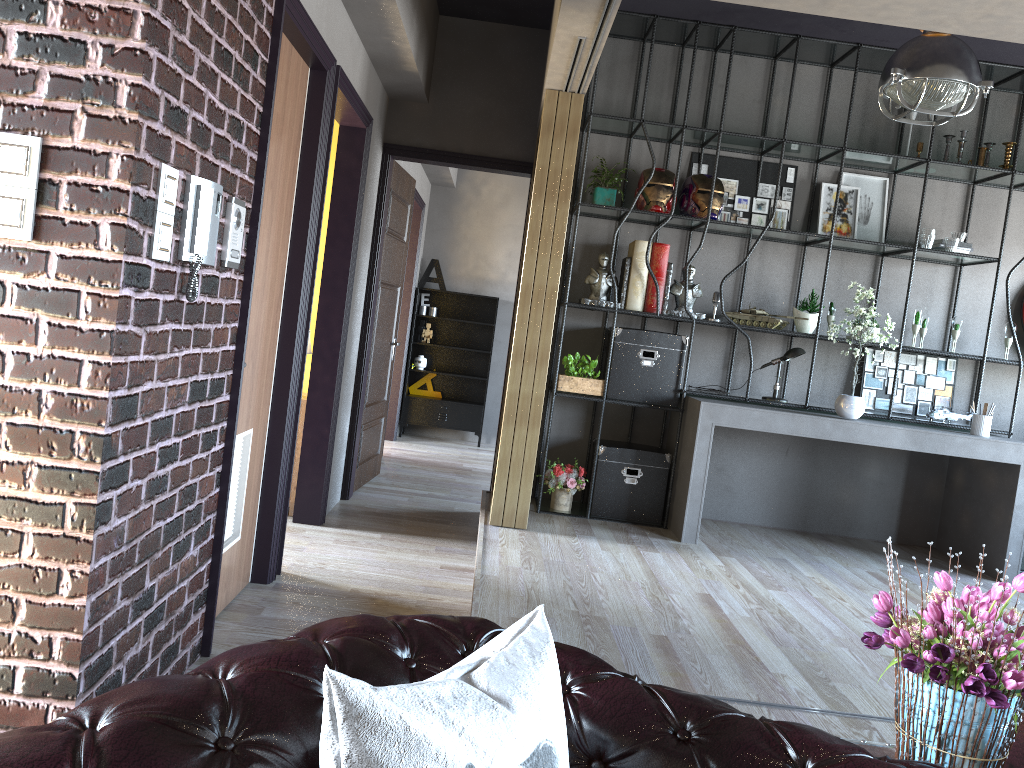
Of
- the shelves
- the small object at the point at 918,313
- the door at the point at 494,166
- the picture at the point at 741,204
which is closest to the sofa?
the small object at the point at 918,313

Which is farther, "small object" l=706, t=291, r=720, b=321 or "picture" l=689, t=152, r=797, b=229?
"picture" l=689, t=152, r=797, b=229

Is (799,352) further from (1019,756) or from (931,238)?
(1019,756)

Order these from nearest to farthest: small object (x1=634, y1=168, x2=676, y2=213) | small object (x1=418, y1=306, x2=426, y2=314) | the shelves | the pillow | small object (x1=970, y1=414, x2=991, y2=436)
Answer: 1. the pillow
2. small object (x1=970, y1=414, x2=991, y2=436)
3. small object (x1=634, y1=168, x2=676, y2=213)
4. the shelves
5. small object (x1=418, y1=306, x2=426, y2=314)

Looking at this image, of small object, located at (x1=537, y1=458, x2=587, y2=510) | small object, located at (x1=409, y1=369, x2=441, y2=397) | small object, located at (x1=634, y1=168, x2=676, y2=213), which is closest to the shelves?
small object, located at (x1=409, y1=369, x2=441, y2=397)

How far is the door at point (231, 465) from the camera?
3.3m

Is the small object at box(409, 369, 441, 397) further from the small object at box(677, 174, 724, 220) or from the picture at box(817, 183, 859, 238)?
the picture at box(817, 183, 859, 238)

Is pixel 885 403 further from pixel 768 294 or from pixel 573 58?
pixel 573 58

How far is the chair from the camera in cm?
112

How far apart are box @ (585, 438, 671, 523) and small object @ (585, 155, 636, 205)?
1.6 meters
